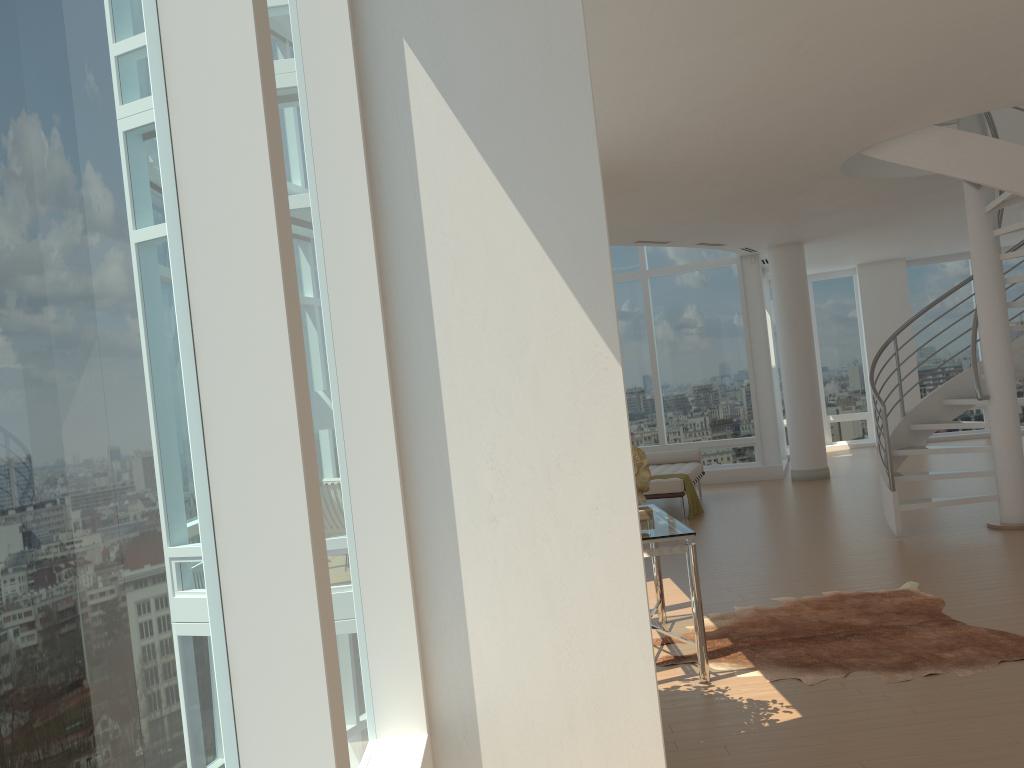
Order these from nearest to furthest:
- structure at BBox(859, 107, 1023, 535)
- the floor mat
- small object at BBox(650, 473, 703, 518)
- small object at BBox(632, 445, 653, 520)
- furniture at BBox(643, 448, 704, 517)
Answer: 1. the floor mat
2. small object at BBox(632, 445, 653, 520)
3. structure at BBox(859, 107, 1023, 535)
4. furniture at BBox(643, 448, 704, 517)
5. small object at BBox(650, 473, 703, 518)

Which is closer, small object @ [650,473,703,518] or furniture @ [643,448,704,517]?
furniture @ [643,448,704,517]

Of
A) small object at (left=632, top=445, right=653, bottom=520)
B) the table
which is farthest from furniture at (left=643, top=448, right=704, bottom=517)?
small object at (left=632, top=445, right=653, bottom=520)

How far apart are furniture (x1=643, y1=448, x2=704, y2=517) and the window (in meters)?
1.69

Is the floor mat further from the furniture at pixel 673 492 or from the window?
the furniture at pixel 673 492

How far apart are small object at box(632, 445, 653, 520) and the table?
0.0 meters

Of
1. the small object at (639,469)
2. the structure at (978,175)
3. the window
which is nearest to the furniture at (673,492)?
the window

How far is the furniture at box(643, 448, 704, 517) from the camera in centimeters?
1009cm

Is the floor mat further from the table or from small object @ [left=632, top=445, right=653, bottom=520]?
small object @ [left=632, top=445, right=653, bottom=520]

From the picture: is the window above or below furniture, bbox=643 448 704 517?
above
